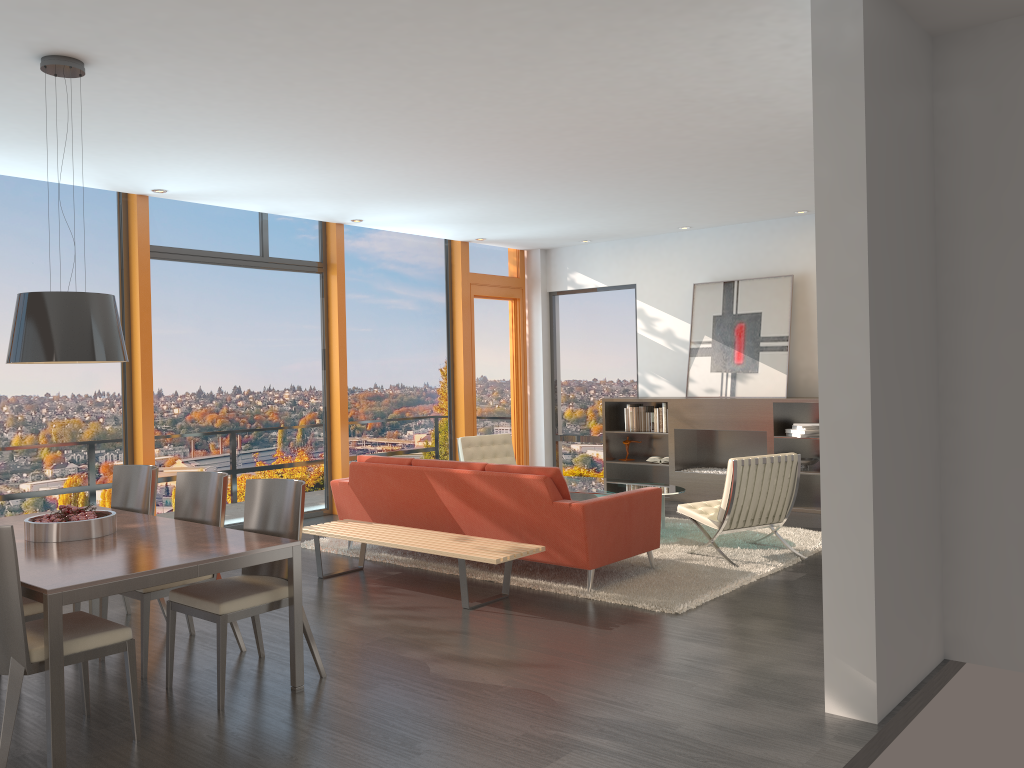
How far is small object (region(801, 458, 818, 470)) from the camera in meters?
9.1 m

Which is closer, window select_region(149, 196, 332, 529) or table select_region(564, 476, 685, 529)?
table select_region(564, 476, 685, 529)

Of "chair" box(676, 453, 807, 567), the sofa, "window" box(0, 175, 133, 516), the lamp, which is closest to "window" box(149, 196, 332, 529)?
"window" box(0, 175, 133, 516)

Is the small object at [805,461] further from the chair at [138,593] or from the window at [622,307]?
the chair at [138,593]

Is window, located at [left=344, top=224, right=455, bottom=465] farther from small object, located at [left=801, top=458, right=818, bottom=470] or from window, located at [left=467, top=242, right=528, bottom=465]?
small object, located at [left=801, top=458, right=818, bottom=470]

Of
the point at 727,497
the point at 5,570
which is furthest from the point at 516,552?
the point at 5,570

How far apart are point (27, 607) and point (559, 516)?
3.1 meters

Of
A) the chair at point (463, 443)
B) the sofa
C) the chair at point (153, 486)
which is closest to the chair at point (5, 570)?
the chair at point (153, 486)

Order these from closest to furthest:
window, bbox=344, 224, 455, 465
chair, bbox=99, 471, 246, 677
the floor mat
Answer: chair, bbox=99, 471, 246, 677 → the floor mat → window, bbox=344, 224, 455, 465

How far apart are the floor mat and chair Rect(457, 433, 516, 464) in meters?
1.9 m
